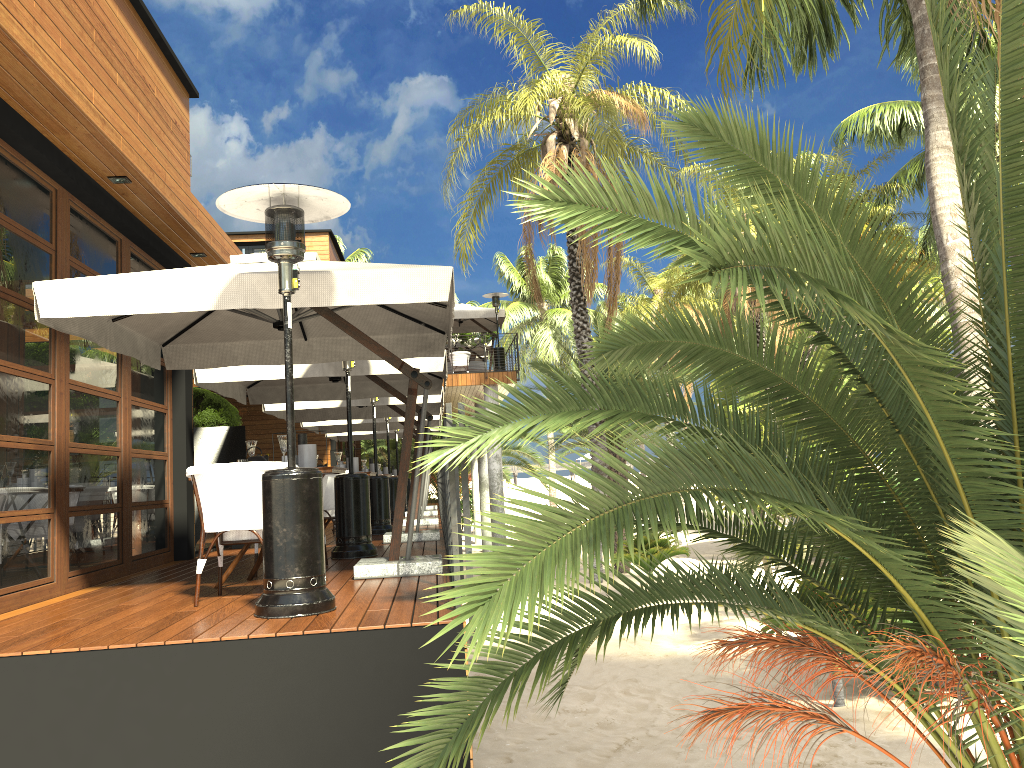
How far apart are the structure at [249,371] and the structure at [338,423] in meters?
4.3

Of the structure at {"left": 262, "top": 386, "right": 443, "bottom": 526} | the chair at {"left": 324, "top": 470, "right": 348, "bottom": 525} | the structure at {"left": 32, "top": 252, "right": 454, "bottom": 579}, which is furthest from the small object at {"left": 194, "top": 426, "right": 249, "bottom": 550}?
the structure at {"left": 32, "top": 252, "right": 454, "bottom": 579}

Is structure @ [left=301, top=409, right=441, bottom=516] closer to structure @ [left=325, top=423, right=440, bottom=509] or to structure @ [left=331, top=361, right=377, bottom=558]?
structure @ [left=325, top=423, right=440, bottom=509]

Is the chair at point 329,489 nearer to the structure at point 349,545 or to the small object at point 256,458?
the structure at point 349,545

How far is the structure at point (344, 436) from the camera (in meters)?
20.77

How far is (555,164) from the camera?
3.6m

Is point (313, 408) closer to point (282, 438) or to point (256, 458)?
point (256, 458)

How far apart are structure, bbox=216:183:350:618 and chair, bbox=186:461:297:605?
0.5 meters

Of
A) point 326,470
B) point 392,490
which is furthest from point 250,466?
point 392,490

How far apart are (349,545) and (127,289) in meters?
3.3 m
